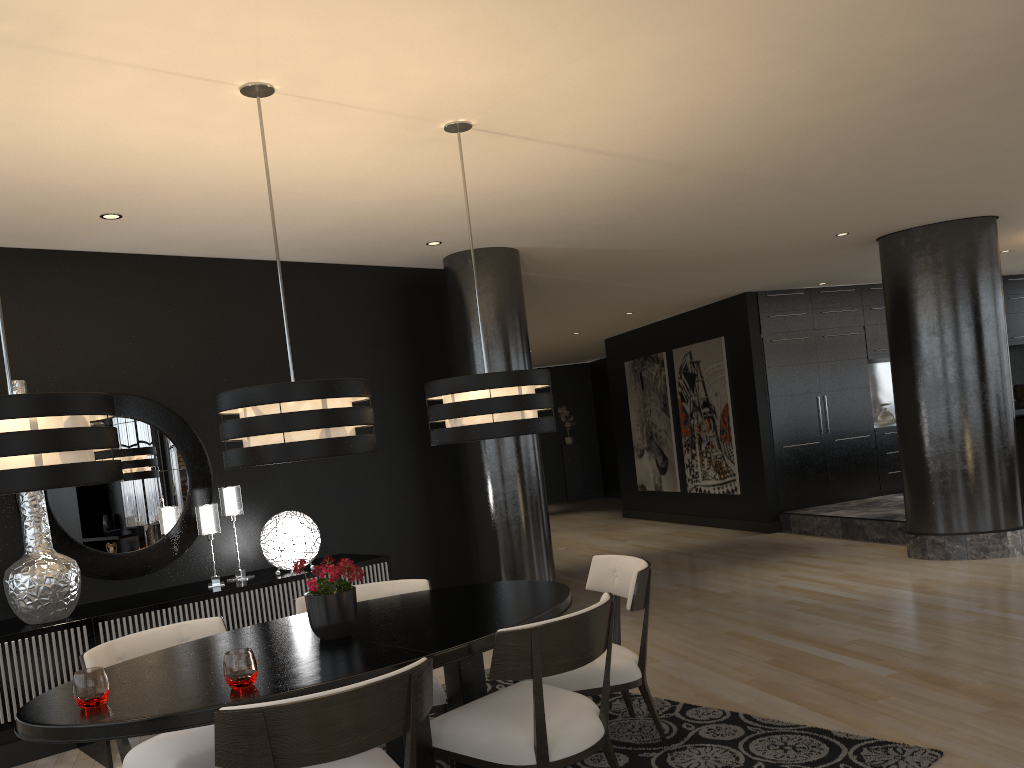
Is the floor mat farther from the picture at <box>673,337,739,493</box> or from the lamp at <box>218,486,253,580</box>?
the picture at <box>673,337,739,493</box>

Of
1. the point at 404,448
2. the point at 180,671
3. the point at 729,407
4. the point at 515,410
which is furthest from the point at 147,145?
the point at 729,407

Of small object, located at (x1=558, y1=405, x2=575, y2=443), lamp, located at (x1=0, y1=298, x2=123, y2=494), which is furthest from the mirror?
small object, located at (x1=558, y1=405, x2=575, y2=443)

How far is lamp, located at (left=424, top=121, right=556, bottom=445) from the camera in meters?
3.5

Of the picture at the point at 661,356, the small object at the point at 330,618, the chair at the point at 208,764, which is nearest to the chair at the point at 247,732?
the small object at the point at 330,618

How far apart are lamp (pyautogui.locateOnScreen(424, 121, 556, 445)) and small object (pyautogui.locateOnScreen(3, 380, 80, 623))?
2.08m

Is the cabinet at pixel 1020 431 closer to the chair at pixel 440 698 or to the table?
the table

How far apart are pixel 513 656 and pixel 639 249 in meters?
4.6

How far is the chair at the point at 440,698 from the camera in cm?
357

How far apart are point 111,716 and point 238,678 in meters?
0.3
